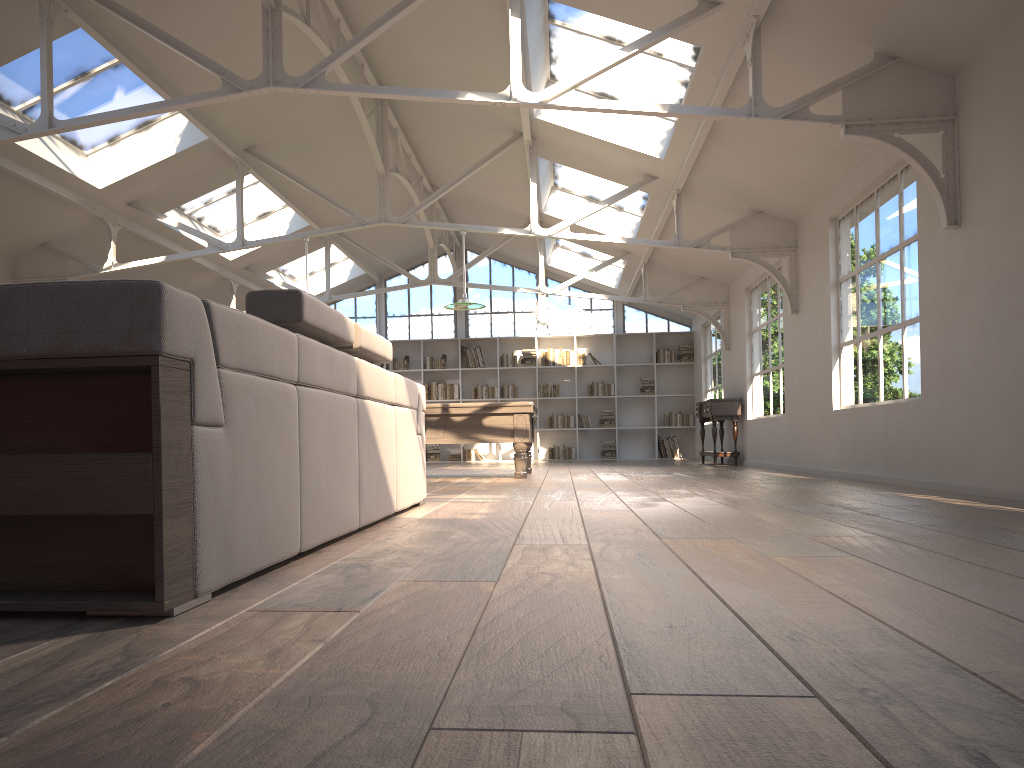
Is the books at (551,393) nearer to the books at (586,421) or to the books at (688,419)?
the books at (586,421)

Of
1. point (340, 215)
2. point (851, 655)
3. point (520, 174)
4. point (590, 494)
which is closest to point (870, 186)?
point (590, 494)

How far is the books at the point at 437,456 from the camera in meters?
16.6 m

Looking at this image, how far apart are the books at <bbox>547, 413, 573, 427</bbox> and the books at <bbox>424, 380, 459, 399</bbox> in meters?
1.8

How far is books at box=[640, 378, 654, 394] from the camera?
16.4 meters

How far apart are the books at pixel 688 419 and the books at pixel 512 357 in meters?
3.0

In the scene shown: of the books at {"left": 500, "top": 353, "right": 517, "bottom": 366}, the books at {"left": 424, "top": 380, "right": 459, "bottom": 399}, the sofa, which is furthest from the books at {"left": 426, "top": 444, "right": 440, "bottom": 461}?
the sofa

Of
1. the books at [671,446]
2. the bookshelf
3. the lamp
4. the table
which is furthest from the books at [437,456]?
the lamp

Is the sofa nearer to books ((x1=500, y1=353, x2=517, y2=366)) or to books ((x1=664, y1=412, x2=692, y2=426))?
books ((x1=500, y1=353, x2=517, y2=366))

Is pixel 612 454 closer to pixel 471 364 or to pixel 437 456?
pixel 471 364
